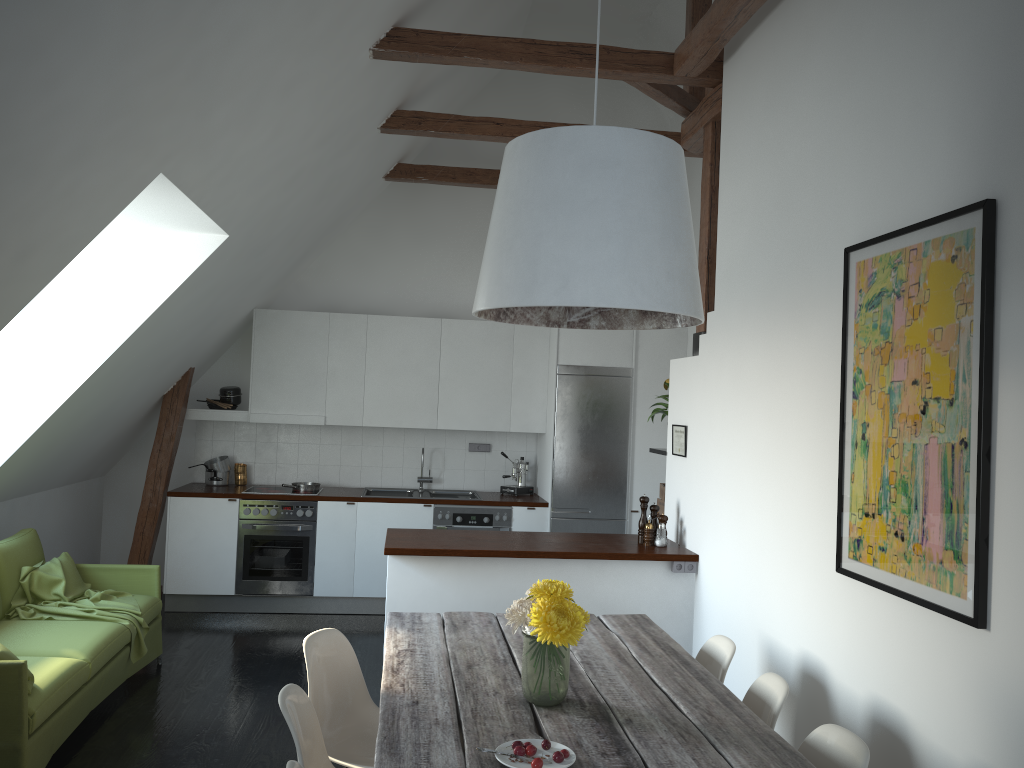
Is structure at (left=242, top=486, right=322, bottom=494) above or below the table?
above

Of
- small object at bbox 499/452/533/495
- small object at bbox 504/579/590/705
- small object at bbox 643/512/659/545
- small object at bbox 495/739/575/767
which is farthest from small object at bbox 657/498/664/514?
small object at bbox 495/739/575/767

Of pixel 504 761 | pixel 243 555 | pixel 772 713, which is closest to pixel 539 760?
pixel 504 761

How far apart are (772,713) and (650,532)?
2.16m

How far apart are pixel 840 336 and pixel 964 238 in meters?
0.8 m

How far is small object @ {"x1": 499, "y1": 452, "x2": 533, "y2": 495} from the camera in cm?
745

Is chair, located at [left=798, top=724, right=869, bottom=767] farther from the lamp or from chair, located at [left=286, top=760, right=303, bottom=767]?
chair, located at [left=286, top=760, right=303, bottom=767]

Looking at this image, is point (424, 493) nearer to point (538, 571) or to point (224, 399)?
point (224, 399)

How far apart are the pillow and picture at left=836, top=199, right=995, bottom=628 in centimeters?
323cm

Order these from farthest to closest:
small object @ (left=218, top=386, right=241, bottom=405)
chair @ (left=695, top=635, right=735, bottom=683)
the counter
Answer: small object @ (left=218, top=386, right=241, bottom=405) → the counter → chair @ (left=695, top=635, right=735, bottom=683)
